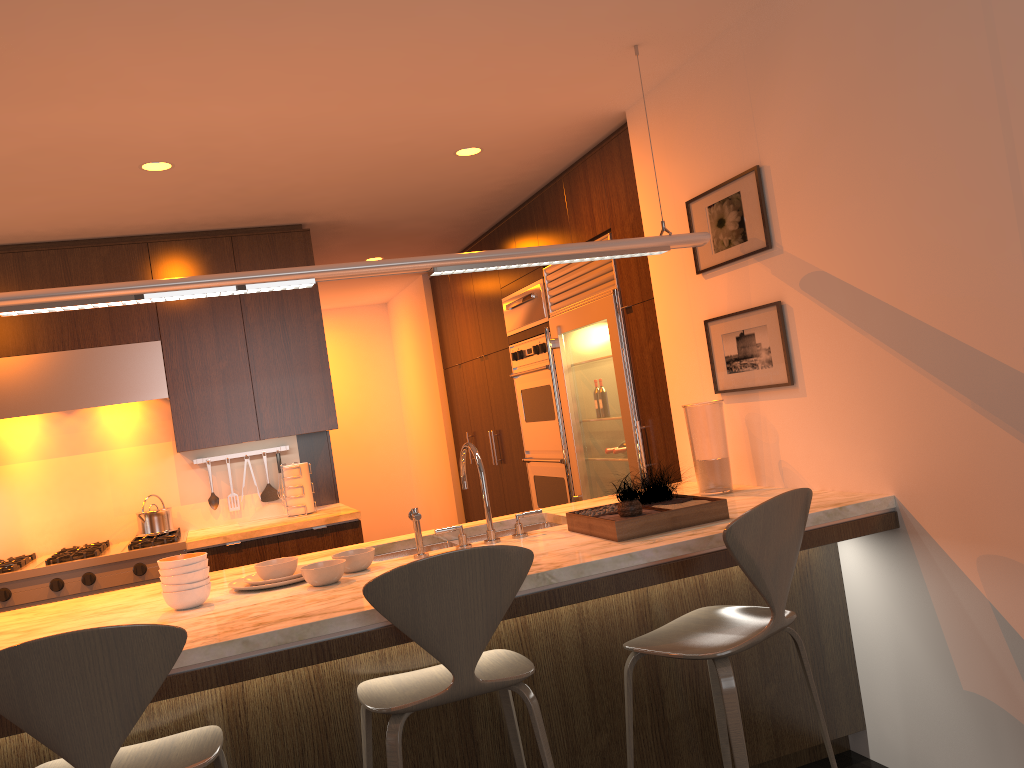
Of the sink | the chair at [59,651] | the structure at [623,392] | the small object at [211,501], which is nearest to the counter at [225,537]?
the small object at [211,501]

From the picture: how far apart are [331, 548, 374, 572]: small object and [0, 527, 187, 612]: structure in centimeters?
199cm

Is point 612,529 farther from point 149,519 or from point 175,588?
point 149,519

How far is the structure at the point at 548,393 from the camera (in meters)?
5.40

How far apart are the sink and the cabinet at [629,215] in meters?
0.8

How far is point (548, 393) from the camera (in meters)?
5.40

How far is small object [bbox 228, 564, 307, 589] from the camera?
2.8m

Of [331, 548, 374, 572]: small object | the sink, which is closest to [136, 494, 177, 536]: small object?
the sink

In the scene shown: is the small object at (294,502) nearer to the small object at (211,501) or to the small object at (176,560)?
the small object at (211,501)

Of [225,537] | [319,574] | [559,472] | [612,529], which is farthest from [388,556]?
[559,472]
